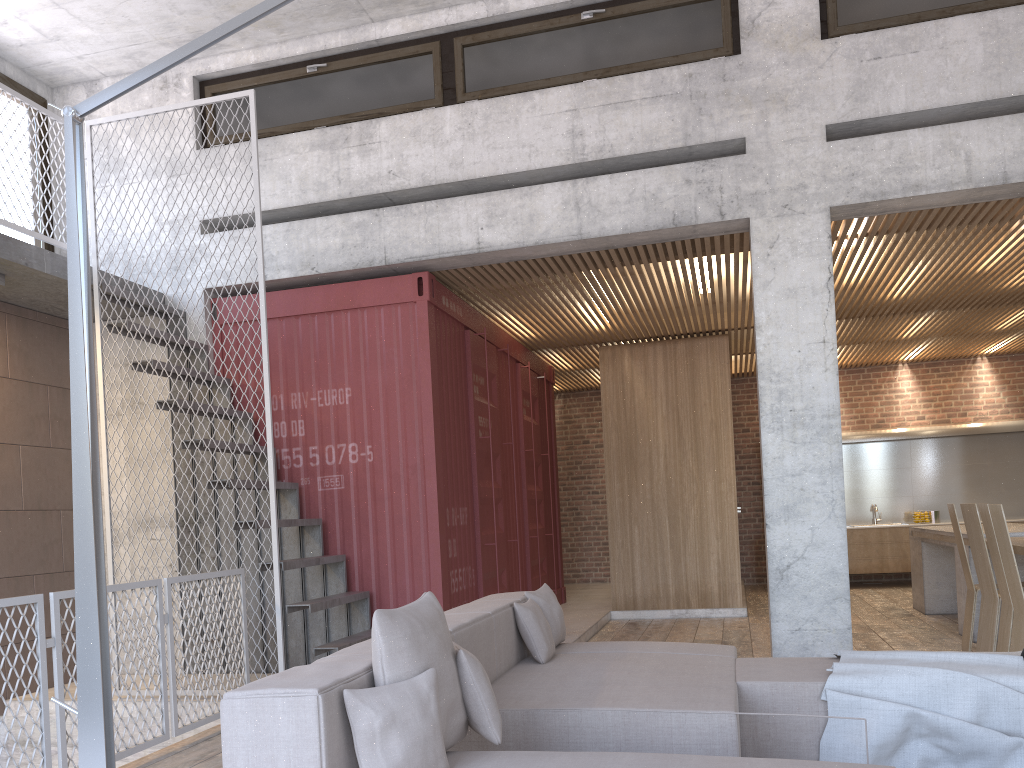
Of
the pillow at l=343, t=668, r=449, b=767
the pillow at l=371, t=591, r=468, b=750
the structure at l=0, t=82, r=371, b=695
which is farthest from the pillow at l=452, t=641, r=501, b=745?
the structure at l=0, t=82, r=371, b=695

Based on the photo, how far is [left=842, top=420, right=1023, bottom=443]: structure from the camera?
12.30m

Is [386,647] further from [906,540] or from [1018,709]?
[906,540]

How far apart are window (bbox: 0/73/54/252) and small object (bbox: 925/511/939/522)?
11.4m

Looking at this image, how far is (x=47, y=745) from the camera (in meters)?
4.06

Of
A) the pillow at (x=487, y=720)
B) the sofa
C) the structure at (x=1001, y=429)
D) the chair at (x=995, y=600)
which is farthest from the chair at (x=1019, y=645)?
the structure at (x=1001, y=429)

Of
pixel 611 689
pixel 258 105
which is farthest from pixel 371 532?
pixel 258 105

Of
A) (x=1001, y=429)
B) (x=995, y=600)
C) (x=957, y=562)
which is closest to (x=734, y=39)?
(x=995, y=600)

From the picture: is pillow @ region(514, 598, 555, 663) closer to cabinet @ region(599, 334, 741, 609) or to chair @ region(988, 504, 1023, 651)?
chair @ region(988, 504, 1023, 651)

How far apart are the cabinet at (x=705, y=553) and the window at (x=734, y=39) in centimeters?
413cm
